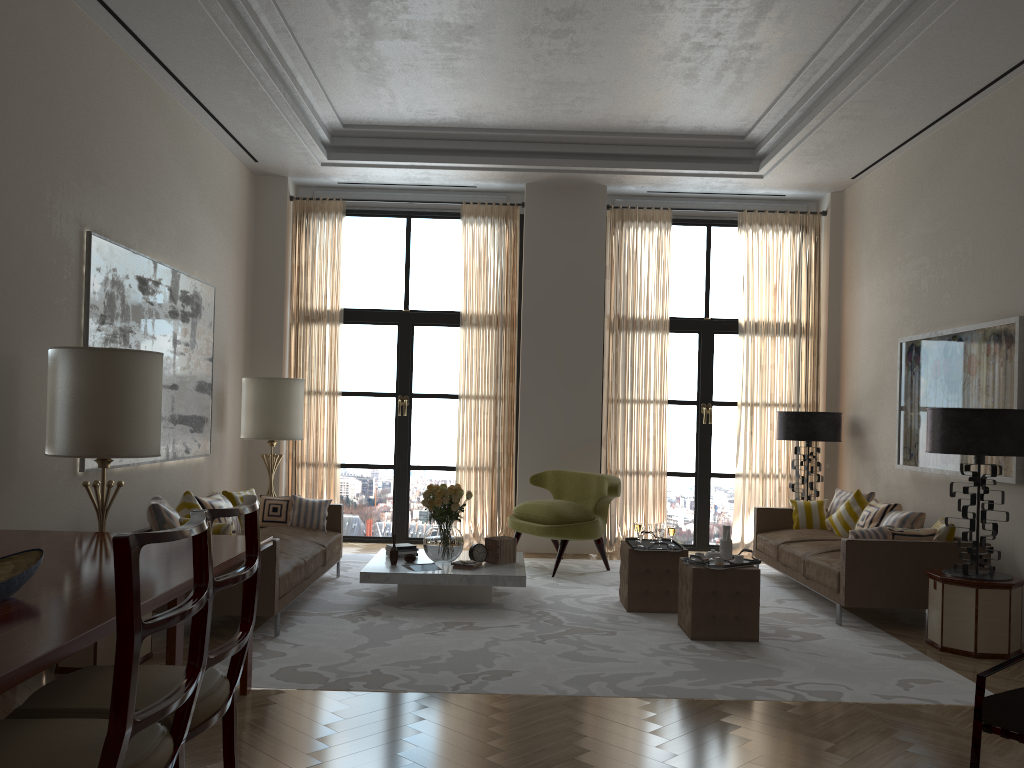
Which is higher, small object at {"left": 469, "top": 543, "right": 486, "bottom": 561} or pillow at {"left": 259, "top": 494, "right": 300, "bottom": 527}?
pillow at {"left": 259, "top": 494, "right": 300, "bottom": 527}

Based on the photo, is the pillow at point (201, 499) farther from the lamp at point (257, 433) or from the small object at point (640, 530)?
the small object at point (640, 530)

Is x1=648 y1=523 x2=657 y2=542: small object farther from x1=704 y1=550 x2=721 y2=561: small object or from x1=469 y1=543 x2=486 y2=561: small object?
x1=469 y1=543 x2=486 y2=561: small object

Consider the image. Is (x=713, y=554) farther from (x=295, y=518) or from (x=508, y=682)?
(x=295, y=518)

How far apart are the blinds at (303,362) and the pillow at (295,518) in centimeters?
242cm

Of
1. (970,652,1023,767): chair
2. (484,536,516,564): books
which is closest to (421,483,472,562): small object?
(484,536,516,564): books

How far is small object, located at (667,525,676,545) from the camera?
8.72m

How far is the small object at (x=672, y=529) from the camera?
8.7m

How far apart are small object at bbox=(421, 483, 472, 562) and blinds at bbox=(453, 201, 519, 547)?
2.9m

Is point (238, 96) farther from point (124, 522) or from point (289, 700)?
point (289, 700)
